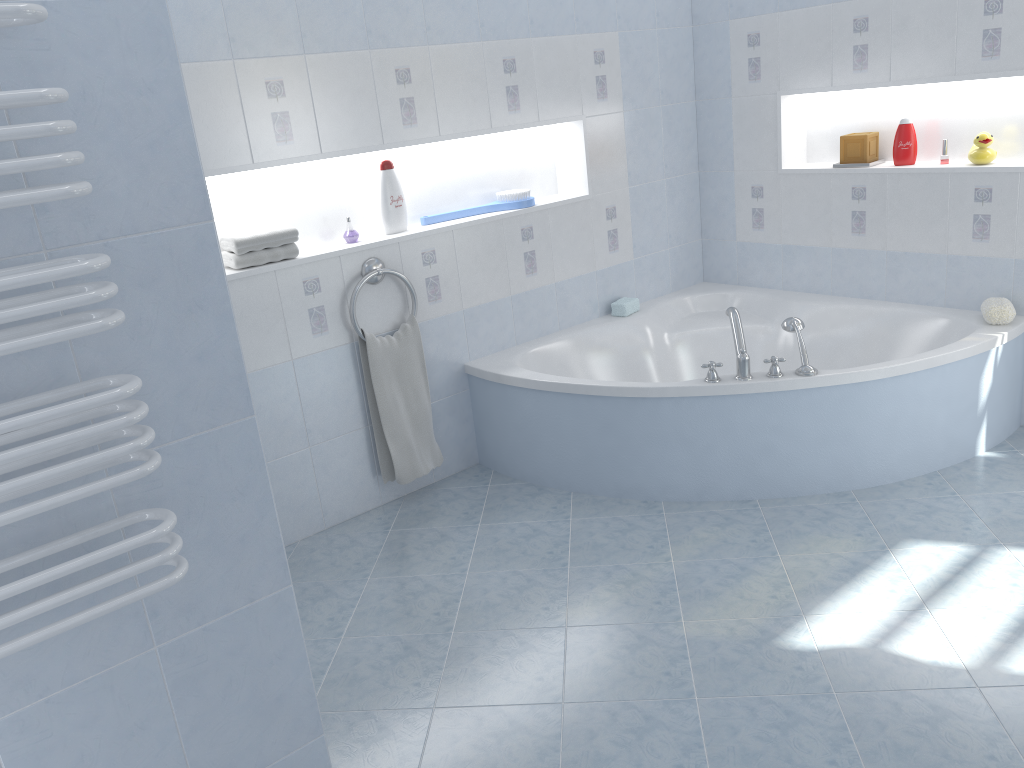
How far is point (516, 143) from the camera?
3.8m

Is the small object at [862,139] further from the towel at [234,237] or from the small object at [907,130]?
the towel at [234,237]

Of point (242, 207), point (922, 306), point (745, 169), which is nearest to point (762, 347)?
point (922, 306)

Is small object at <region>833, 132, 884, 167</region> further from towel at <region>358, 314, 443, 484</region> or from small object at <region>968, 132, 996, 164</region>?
towel at <region>358, 314, 443, 484</region>

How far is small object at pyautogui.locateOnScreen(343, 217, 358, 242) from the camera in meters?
3.3 m

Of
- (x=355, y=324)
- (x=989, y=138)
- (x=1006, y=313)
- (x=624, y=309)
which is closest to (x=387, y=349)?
(x=355, y=324)

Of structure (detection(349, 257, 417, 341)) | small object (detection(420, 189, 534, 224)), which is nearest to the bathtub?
structure (detection(349, 257, 417, 341))

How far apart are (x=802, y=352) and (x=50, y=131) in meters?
2.5

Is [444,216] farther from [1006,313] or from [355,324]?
[1006,313]

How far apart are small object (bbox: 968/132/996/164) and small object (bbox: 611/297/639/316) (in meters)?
1.46
